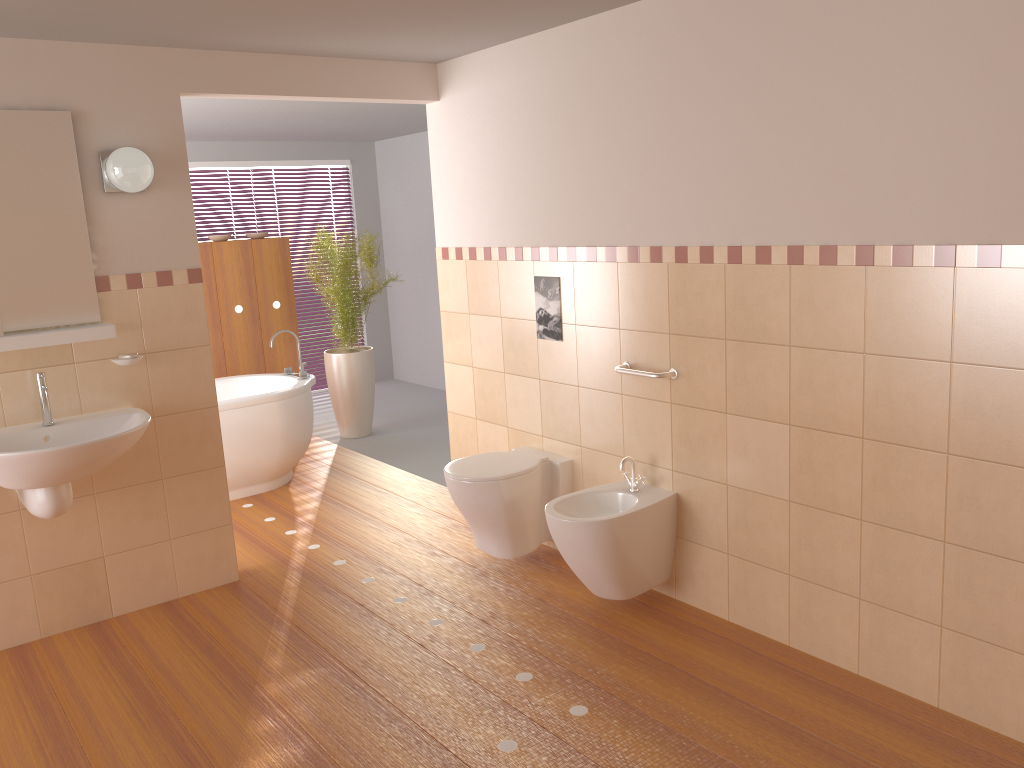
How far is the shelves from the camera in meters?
3.2

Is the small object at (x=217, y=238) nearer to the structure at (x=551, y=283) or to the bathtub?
the bathtub

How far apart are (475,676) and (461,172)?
2.4 meters

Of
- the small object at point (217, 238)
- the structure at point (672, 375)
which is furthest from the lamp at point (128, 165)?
the small object at point (217, 238)

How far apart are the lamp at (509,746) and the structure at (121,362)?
1.75m

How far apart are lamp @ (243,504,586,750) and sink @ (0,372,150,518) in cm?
146

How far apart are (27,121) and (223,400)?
2.1m

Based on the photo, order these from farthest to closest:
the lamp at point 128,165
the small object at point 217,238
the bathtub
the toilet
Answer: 1. the small object at point 217,238
2. the bathtub
3. the toilet
4. the lamp at point 128,165

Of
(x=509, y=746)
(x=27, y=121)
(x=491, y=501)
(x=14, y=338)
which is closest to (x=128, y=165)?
(x=27, y=121)

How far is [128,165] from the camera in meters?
3.3
